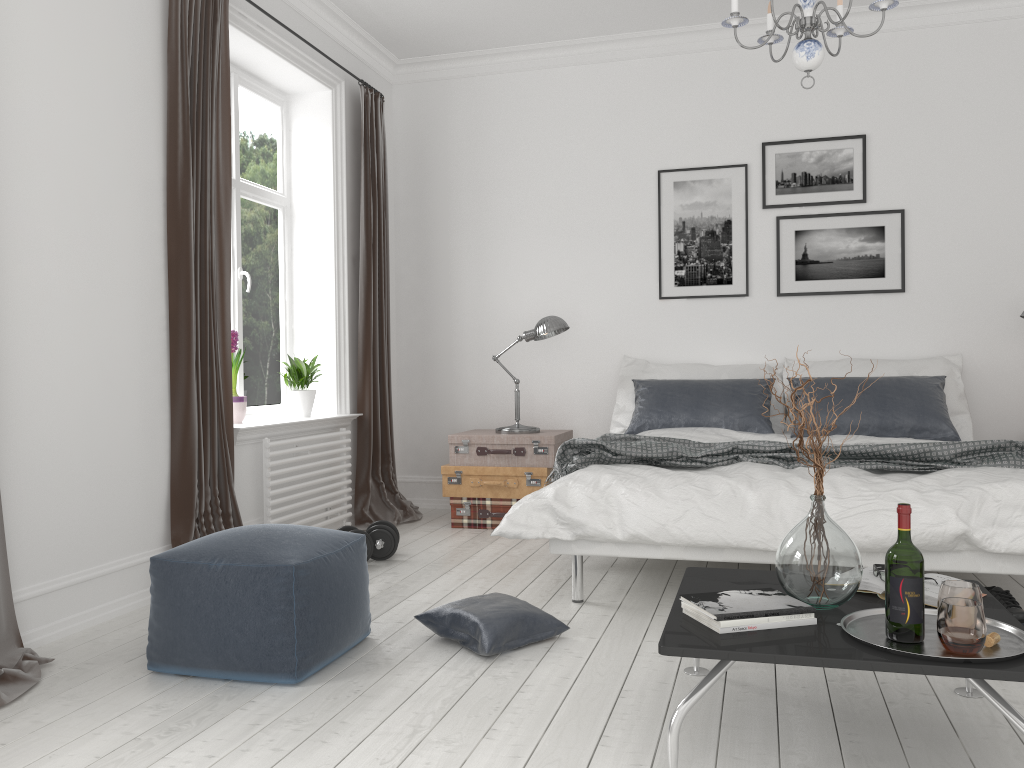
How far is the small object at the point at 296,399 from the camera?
5.0m

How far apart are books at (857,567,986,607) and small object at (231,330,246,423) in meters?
3.1 m

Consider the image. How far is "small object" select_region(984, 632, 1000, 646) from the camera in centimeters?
191cm

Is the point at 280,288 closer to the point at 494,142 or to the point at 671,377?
the point at 494,142

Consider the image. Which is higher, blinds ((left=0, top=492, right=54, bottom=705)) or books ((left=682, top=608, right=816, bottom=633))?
books ((left=682, top=608, right=816, bottom=633))

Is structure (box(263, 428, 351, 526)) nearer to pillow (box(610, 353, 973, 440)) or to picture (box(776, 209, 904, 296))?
pillow (box(610, 353, 973, 440))

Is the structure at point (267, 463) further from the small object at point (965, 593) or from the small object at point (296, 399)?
the small object at point (965, 593)

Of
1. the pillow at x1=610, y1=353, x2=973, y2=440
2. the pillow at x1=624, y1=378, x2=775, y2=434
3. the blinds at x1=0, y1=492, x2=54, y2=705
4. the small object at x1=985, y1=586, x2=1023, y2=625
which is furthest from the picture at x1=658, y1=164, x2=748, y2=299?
the blinds at x1=0, y1=492, x2=54, y2=705

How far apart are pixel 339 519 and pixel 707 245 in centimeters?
277cm

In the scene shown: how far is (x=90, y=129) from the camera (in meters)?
3.32
